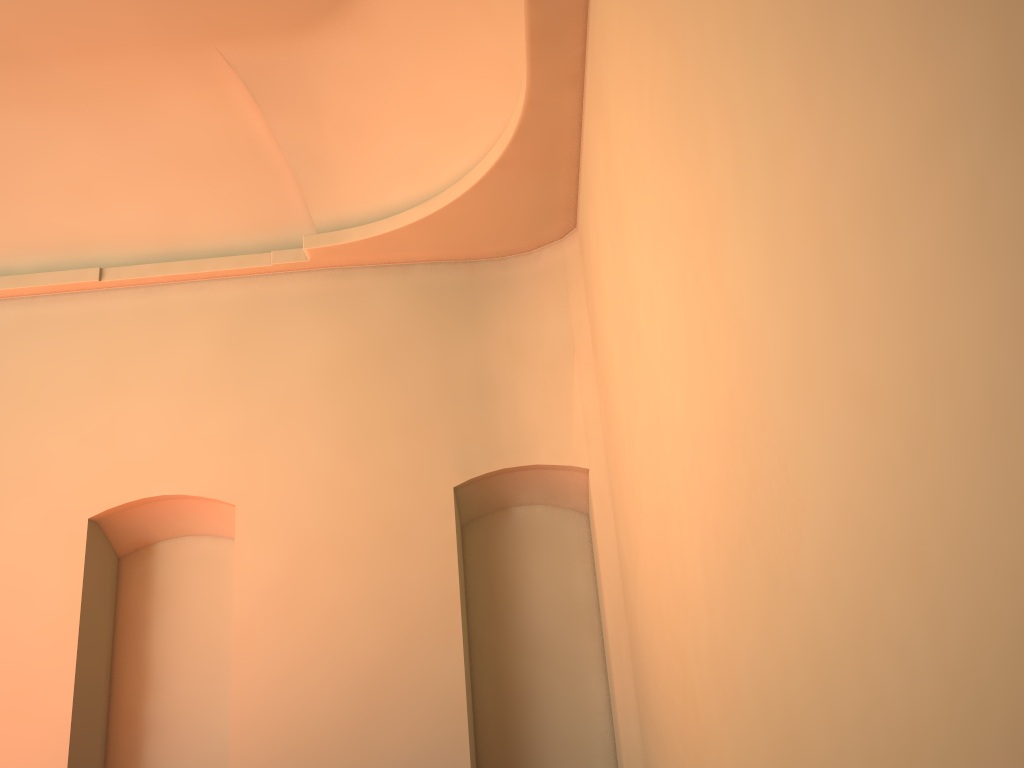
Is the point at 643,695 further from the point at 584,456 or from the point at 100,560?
the point at 100,560
